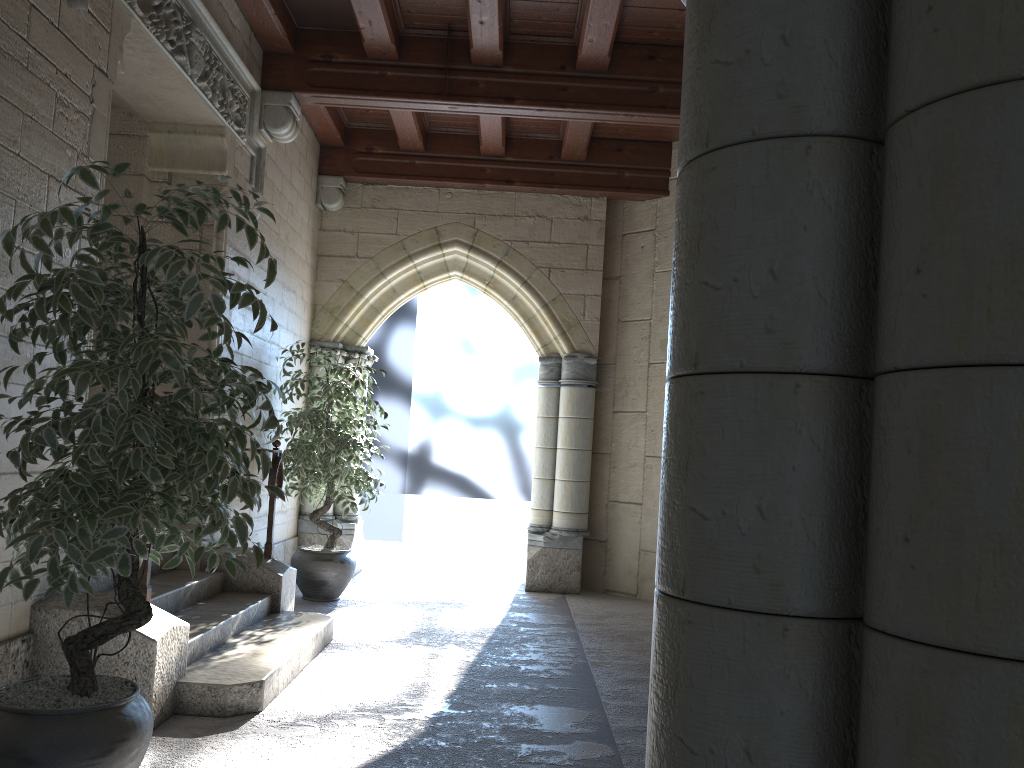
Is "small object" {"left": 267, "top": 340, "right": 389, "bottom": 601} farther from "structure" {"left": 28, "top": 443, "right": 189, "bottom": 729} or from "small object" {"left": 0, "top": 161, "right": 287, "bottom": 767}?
"small object" {"left": 0, "top": 161, "right": 287, "bottom": 767}

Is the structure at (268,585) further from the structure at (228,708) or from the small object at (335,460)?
the small object at (335,460)

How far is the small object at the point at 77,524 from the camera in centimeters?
196cm

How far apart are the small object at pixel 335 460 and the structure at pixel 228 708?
0.9m

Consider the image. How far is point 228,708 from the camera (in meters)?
3.04

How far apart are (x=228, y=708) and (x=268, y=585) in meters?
1.4 m

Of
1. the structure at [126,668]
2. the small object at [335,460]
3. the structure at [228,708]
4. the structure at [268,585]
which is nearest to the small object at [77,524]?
the structure at [126,668]

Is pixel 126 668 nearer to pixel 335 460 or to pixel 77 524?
pixel 77 524

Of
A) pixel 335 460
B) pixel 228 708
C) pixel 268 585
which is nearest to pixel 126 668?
pixel 228 708

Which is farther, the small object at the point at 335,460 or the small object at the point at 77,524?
the small object at the point at 335,460
